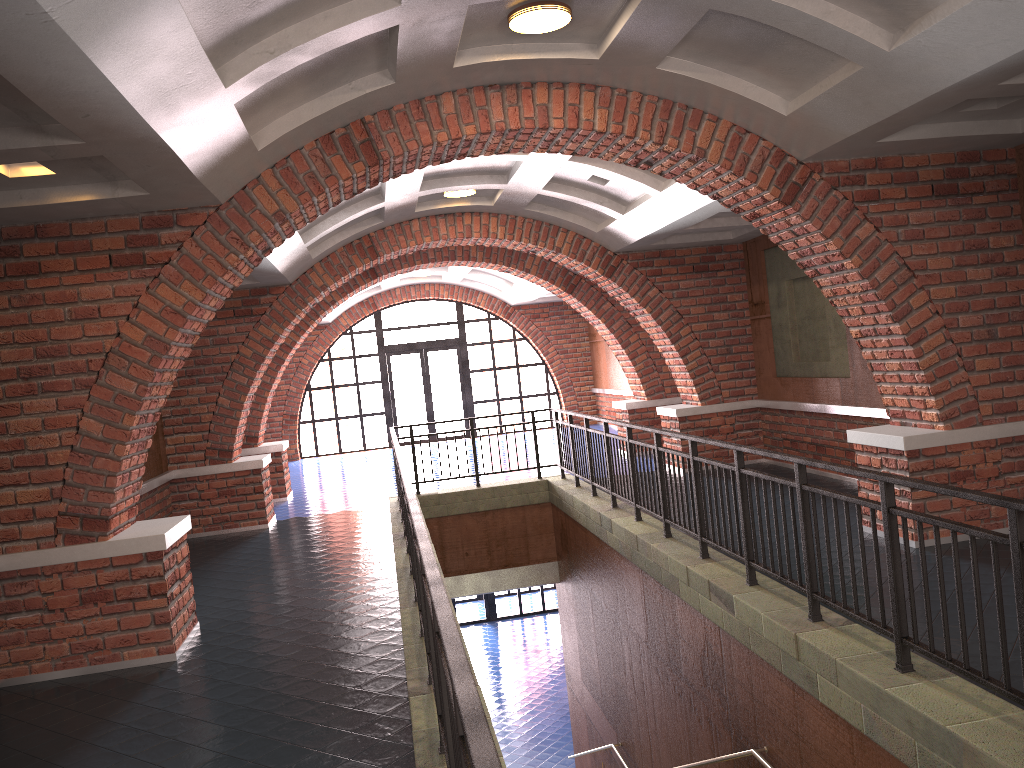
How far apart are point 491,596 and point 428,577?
18.67m

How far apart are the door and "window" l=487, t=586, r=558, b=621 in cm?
402

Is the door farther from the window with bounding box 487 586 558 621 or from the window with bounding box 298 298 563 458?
the window with bounding box 487 586 558 621

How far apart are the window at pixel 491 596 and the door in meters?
4.0 m

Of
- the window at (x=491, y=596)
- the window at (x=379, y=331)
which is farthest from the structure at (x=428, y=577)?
the window at (x=491, y=596)

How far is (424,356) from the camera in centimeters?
2092cm

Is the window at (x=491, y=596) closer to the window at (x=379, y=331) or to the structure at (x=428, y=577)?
the window at (x=379, y=331)

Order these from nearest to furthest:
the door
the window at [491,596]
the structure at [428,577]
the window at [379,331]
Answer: the structure at [428,577] → the window at [379,331] → the door → the window at [491,596]

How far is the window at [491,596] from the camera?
21.22m

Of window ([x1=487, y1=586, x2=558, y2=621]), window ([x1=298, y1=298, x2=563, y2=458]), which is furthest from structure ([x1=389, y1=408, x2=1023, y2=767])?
window ([x1=487, y1=586, x2=558, y2=621])
